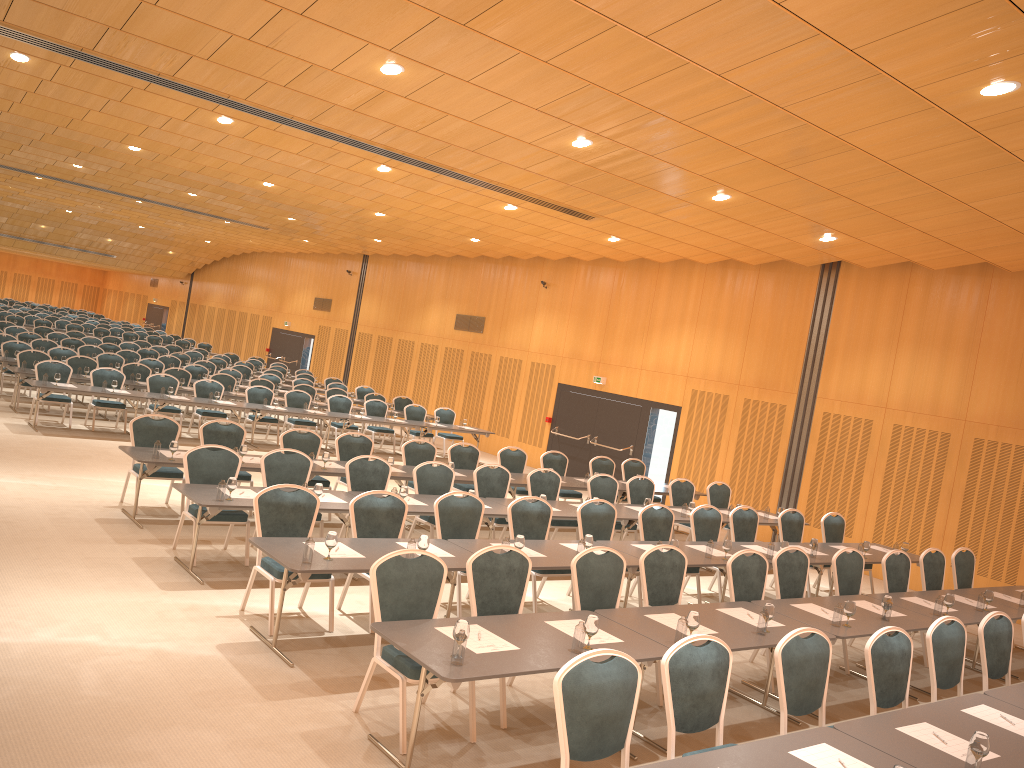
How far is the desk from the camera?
4.8m

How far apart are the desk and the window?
3.3 meters

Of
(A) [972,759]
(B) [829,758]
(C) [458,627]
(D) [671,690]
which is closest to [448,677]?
(C) [458,627]

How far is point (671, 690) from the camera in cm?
502

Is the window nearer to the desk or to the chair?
the chair

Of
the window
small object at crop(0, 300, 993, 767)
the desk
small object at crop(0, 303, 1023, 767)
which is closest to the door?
the window

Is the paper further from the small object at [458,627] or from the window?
the window

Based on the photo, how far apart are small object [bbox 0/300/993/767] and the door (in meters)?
6.07

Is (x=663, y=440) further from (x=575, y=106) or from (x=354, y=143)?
(x=575, y=106)

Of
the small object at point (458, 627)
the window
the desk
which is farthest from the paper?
the window
